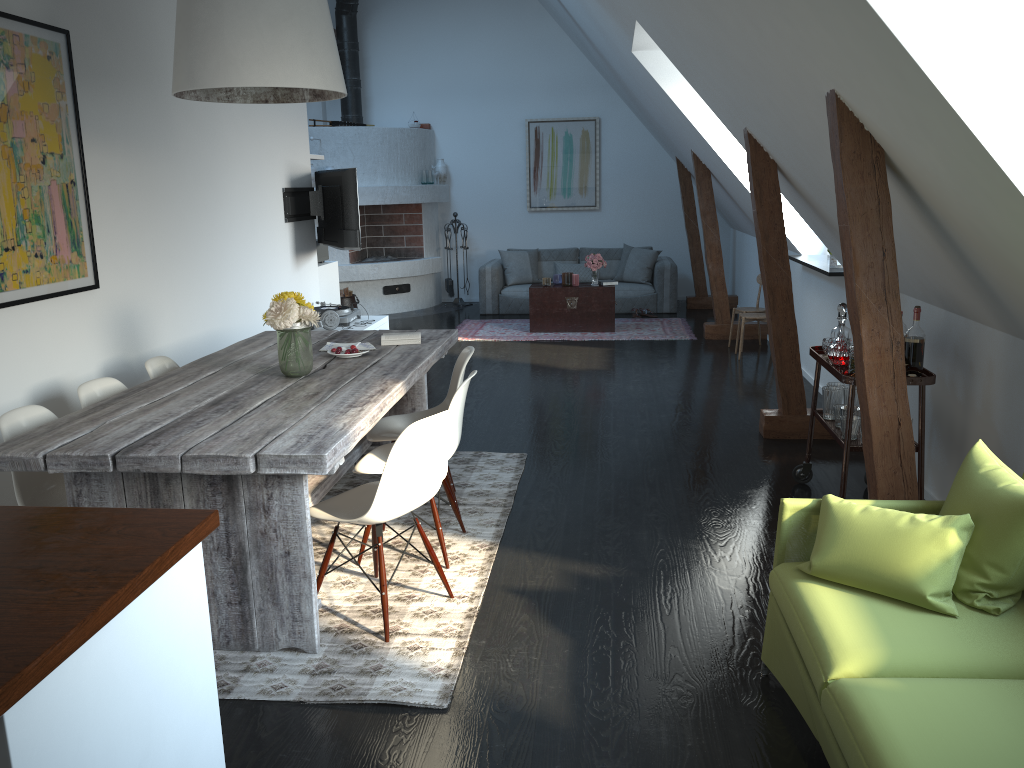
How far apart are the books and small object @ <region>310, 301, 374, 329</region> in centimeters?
Result: 234cm

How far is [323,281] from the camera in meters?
7.8

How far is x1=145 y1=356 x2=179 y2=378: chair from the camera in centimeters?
415cm

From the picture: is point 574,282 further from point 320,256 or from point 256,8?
point 256,8

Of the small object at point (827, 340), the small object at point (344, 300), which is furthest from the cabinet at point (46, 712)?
the small object at point (344, 300)

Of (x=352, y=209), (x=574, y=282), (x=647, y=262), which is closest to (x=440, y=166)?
(x=647, y=262)

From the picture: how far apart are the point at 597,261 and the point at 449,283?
2.92m

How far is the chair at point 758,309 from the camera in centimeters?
829cm

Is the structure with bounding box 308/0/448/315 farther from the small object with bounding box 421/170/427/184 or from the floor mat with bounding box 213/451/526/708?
the floor mat with bounding box 213/451/526/708

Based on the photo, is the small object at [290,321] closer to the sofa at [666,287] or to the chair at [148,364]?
the chair at [148,364]
